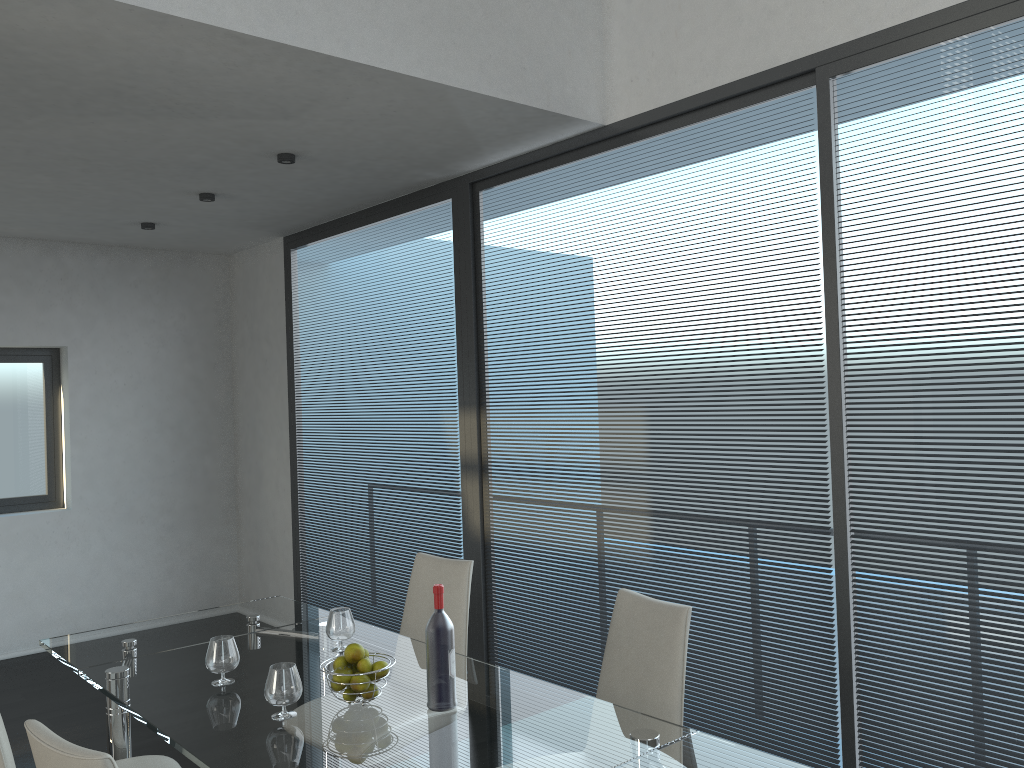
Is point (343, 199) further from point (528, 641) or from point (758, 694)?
point (758, 694)

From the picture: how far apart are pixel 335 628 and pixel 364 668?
0.57m

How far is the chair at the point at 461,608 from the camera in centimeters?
321cm

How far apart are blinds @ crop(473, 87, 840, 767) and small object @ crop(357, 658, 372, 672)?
1.6m

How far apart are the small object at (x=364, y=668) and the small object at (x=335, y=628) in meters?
0.6

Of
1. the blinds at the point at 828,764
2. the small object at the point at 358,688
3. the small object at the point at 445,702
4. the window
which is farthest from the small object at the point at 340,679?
the window

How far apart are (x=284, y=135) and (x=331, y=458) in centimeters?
241cm

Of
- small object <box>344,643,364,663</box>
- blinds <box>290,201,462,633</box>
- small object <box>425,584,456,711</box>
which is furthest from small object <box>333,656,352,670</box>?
blinds <box>290,201,462,633</box>

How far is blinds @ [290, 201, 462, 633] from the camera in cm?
521

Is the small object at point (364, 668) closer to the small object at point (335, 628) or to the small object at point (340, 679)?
the small object at point (340, 679)
